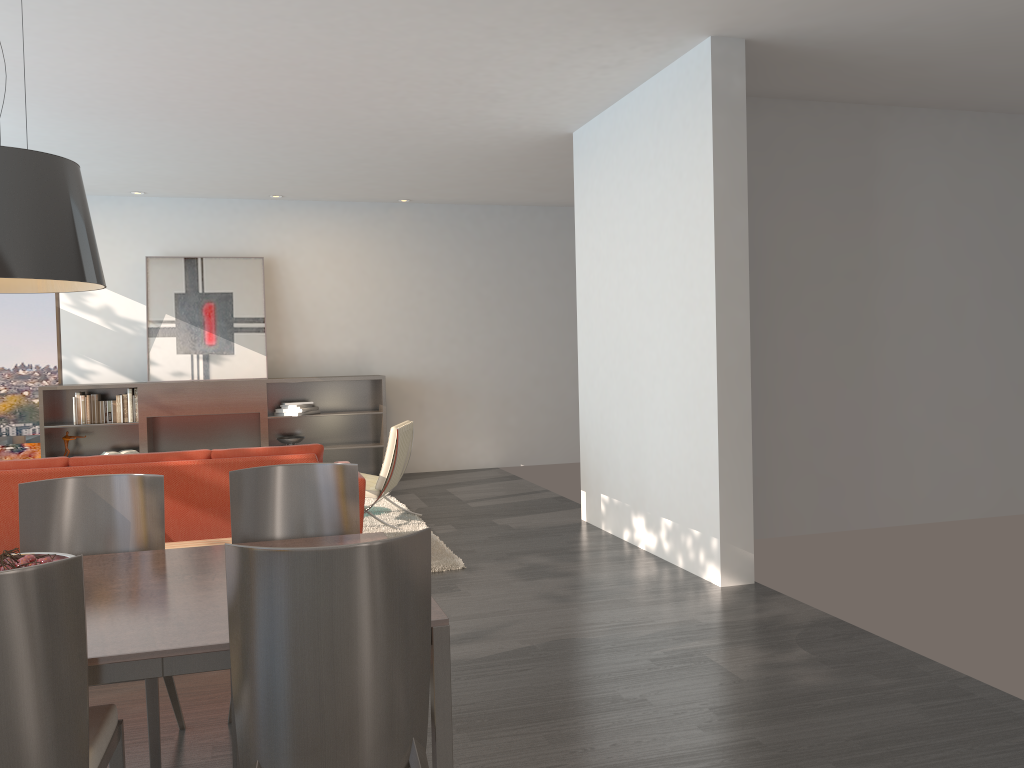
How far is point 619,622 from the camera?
4.5m

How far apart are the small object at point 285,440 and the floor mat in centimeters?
165cm

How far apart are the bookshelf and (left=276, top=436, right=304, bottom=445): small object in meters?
0.2

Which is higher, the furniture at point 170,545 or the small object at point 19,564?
the small object at point 19,564

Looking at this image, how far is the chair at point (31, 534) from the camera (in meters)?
3.11

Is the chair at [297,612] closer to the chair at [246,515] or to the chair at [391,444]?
the chair at [246,515]

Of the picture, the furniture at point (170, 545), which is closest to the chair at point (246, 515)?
the furniture at point (170, 545)

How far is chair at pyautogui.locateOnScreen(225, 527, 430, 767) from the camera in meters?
2.0

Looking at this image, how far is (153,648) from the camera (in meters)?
2.07

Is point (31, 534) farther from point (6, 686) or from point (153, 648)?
point (6, 686)
